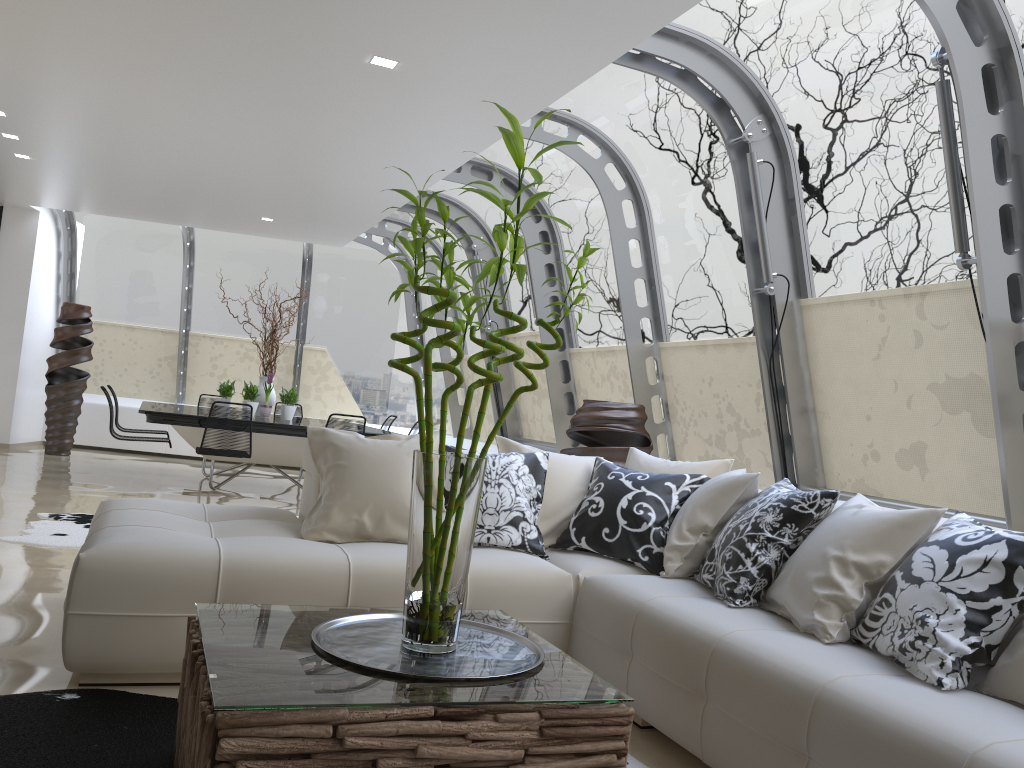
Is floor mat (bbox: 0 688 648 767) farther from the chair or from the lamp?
the chair

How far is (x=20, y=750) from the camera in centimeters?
240cm

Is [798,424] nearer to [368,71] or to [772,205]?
[772,205]

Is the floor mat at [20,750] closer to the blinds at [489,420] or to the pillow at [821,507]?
the pillow at [821,507]

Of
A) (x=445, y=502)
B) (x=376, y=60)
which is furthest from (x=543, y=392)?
(x=445, y=502)

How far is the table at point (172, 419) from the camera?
7.8m

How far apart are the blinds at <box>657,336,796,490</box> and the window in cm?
8

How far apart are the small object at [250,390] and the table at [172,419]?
0.2m

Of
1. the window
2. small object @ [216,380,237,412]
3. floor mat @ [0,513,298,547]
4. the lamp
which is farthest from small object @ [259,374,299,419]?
the lamp

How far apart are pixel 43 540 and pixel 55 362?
5.9m
